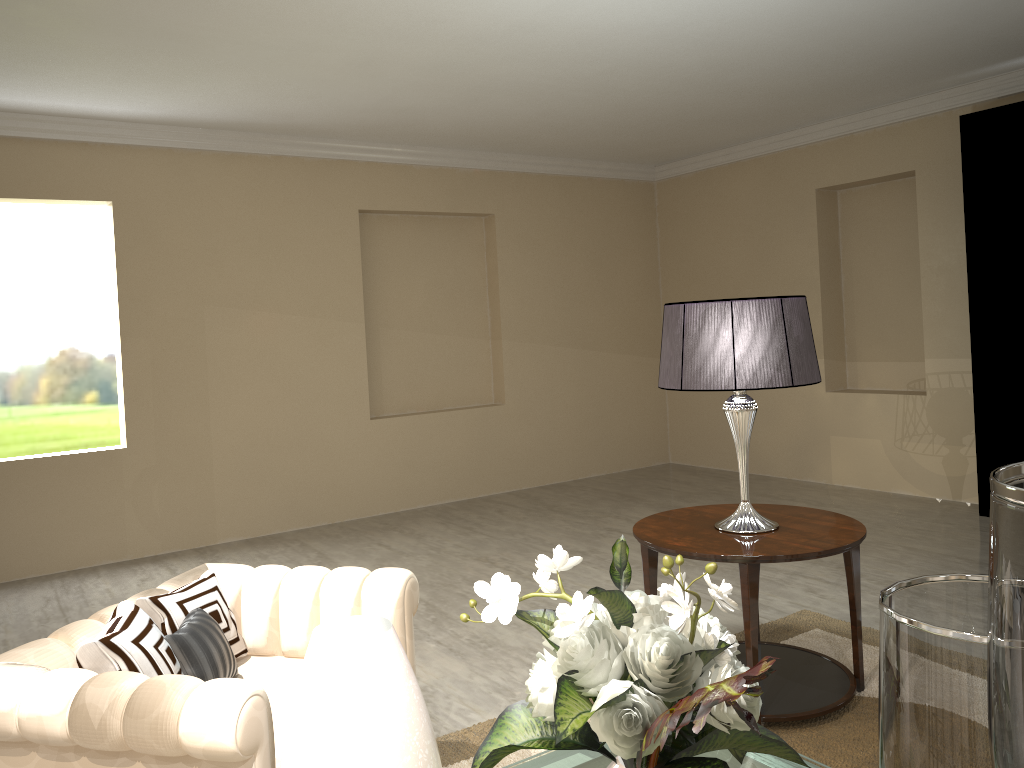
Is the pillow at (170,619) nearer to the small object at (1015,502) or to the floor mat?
the floor mat

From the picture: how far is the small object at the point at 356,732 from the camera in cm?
128

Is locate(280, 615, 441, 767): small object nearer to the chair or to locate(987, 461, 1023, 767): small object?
the chair

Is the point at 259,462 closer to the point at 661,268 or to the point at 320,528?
the point at 320,528

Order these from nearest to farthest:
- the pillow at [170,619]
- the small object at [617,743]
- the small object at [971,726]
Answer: the small object at [971,726] → the small object at [617,743] → the pillow at [170,619]

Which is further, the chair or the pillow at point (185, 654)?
the pillow at point (185, 654)

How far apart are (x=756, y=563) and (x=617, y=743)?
1.3m

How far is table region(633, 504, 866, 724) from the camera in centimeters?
239cm

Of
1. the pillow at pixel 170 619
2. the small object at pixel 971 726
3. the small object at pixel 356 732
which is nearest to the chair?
the pillow at pixel 170 619

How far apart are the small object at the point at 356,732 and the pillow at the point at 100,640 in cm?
58
